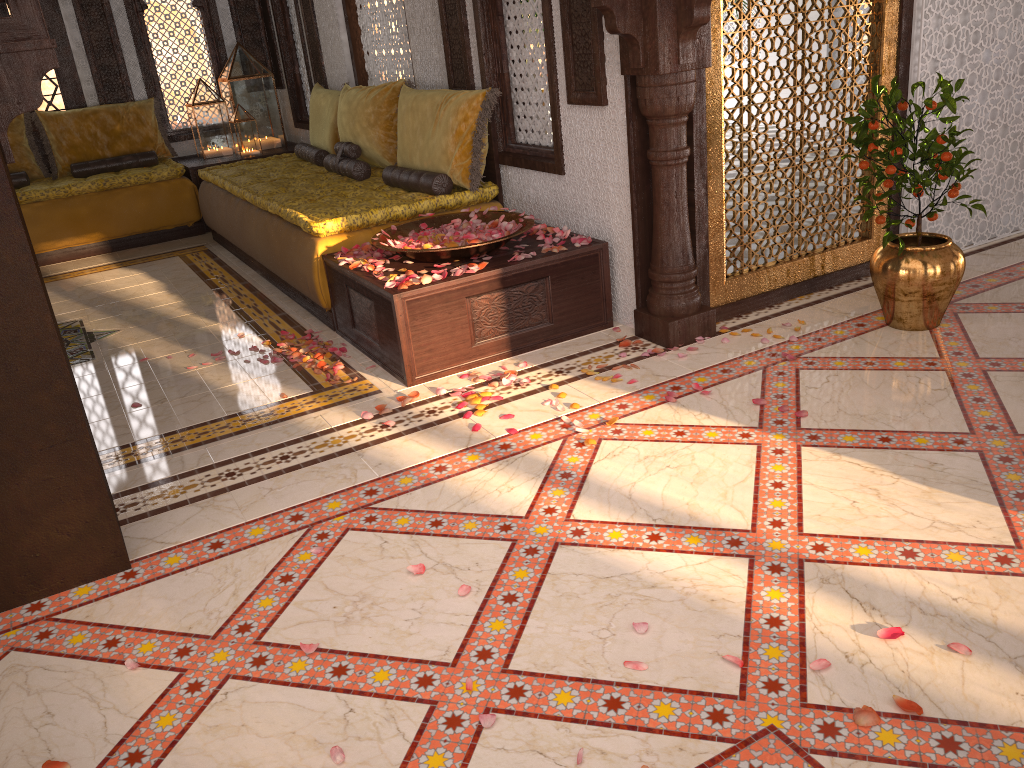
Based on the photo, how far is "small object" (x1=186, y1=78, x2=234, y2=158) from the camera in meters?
7.5 m

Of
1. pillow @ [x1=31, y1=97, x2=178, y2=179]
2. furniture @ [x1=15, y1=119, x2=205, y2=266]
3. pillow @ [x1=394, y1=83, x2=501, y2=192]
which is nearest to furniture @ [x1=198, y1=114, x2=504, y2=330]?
pillow @ [x1=394, y1=83, x2=501, y2=192]

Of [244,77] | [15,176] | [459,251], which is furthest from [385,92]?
[15,176]

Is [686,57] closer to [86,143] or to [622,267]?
[622,267]

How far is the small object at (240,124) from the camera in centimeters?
741cm

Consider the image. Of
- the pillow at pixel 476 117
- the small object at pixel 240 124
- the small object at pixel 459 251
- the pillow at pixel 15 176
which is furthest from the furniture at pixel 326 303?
the pillow at pixel 15 176

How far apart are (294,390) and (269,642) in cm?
173

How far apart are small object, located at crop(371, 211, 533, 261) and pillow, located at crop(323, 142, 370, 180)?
1.3 meters

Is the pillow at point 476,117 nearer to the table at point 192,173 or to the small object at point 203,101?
the table at point 192,173

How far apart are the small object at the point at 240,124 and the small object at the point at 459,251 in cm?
379
